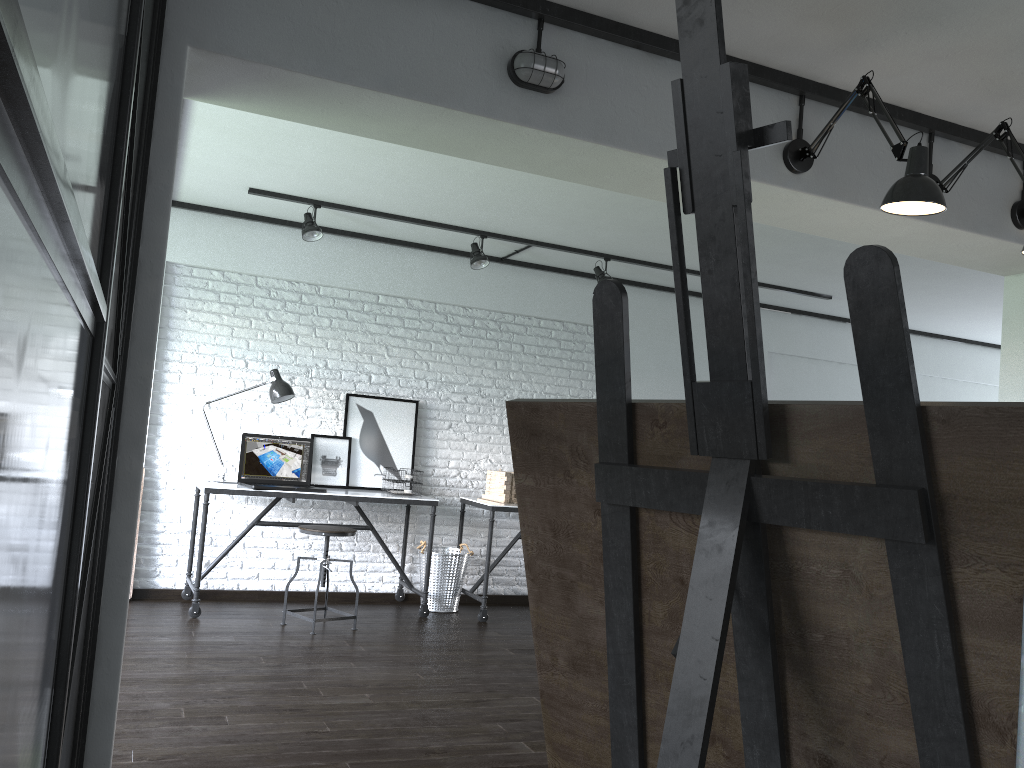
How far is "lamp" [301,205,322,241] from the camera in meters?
5.1

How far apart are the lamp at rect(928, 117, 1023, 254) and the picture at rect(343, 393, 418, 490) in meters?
3.7 m

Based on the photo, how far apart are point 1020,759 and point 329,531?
4.8m

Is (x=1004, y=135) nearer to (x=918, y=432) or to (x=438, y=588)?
(x=918, y=432)

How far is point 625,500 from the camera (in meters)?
0.71

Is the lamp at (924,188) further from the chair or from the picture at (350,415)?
the picture at (350,415)

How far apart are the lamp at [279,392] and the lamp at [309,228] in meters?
0.8 m

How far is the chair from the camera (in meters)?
4.77

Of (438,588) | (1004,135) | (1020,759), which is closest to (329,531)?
(438,588)

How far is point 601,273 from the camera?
5.8 meters
